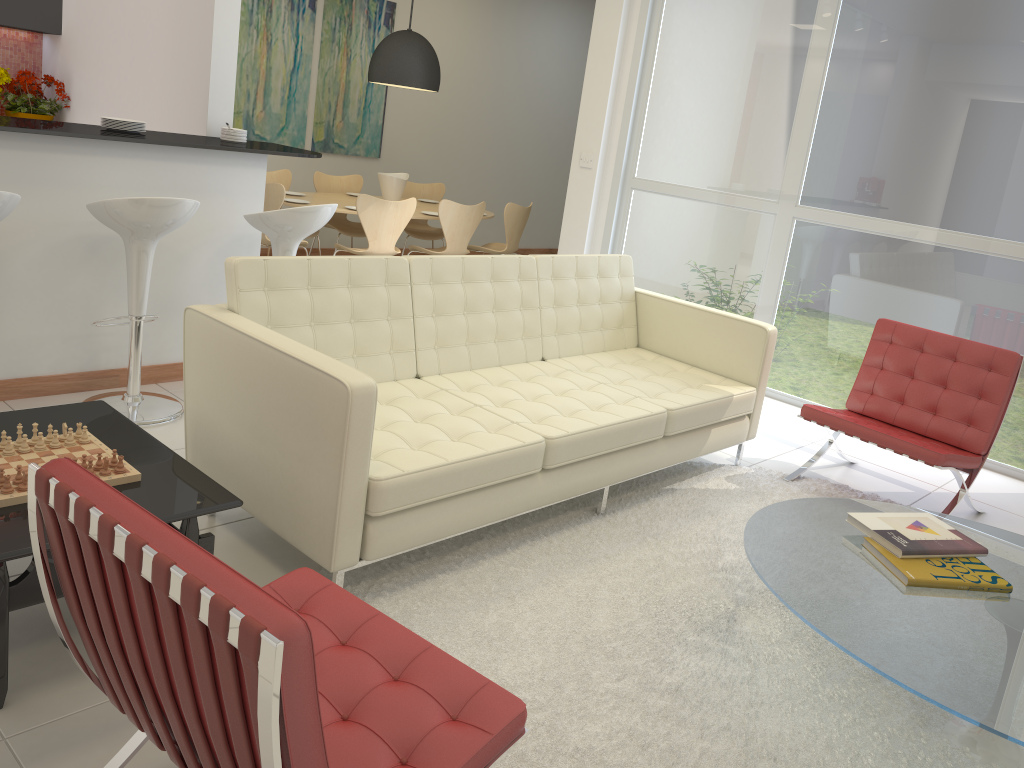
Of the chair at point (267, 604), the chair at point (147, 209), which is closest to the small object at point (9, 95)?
the chair at point (147, 209)

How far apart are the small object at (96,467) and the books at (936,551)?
2.2m

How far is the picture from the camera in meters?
7.6

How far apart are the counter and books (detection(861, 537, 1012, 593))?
3.3m

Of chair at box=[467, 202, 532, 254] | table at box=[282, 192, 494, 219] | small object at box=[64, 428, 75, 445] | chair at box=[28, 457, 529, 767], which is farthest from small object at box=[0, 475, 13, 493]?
chair at box=[467, 202, 532, 254]

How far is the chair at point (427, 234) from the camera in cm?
818

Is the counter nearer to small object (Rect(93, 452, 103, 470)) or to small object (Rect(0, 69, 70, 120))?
small object (Rect(93, 452, 103, 470))

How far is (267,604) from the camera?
1.22m

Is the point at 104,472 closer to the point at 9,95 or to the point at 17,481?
the point at 17,481

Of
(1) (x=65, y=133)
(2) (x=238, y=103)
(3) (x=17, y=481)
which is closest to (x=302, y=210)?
(1) (x=65, y=133)
